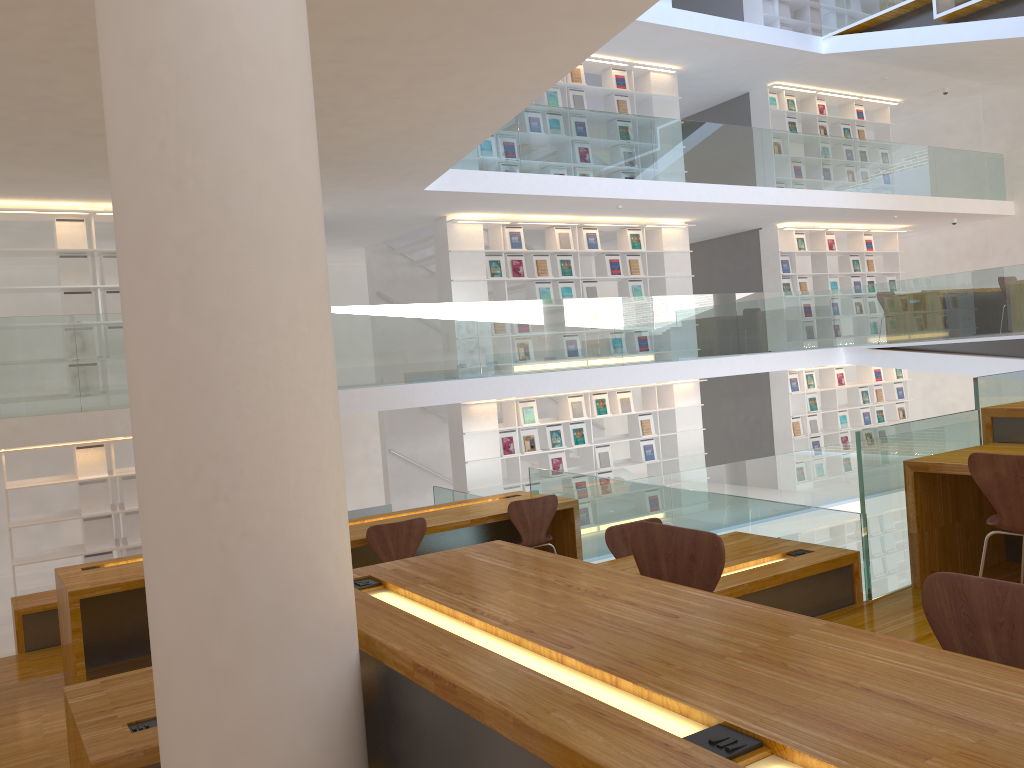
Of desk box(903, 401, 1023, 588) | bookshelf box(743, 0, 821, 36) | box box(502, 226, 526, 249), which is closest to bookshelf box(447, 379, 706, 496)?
box box(502, 226, 526, 249)

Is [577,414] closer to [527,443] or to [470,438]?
[527,443]

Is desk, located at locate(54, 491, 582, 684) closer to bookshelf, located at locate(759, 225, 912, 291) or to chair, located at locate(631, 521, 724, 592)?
chair, located at locate(631, 521, 724, 592)

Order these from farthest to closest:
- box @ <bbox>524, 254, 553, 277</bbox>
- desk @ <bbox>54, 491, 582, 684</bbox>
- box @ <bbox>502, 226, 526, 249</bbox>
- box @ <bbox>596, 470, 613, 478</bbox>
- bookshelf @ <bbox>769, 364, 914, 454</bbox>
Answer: bookshelf @ <bbox>769, 364, 914, 454</bbox> → box @ <bbox>596, 470, 613, 478</bbox> → box @ <bbox>524, 254, 553, 277</bbox> → box @ <bbox>502, 226, 526, 249</bbox> → desk @ <bbox>54, 491, 582, 684</bbox>

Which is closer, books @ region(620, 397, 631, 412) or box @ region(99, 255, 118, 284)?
box @ region(99, 255, 118, 284)

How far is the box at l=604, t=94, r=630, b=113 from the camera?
11.32m

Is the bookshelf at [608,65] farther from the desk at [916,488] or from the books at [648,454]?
the desk at [916,488]

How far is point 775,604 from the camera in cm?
374

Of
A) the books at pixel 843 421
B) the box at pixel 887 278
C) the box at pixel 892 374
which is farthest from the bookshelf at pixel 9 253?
the box at pixel 892 374

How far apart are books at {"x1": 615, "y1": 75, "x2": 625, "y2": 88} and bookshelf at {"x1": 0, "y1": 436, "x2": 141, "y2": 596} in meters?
7.4
